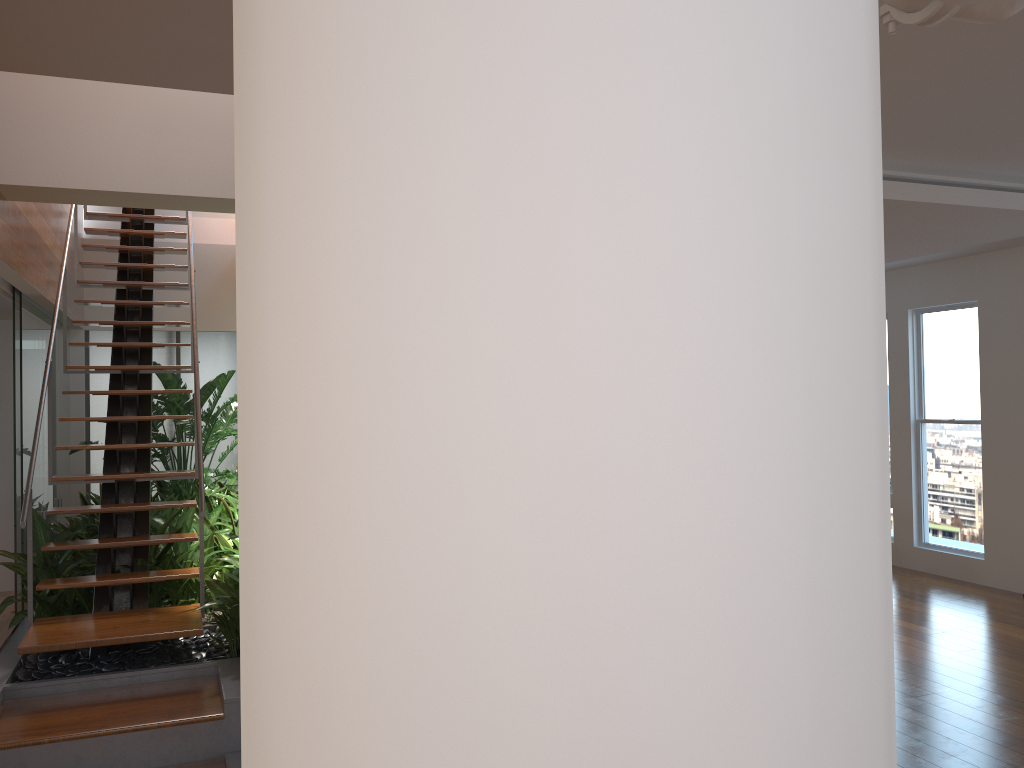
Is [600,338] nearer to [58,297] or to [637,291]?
[637,291]

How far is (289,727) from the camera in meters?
0.4 m

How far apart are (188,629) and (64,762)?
0.8m

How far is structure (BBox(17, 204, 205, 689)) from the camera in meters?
4.1

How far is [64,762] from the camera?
3.4m

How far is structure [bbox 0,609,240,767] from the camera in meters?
3.4

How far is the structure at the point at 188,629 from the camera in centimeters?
Answer: 414cm

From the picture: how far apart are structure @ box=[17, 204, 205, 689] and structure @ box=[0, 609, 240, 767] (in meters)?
0.14

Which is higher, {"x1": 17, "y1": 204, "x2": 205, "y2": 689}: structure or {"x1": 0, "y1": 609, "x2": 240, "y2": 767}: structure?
{"x1": 17, "y1": 204, "x2": 205, "y2": 689}: structure

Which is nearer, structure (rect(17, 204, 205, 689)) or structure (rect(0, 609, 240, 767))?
structure (rect(0, 609, 240, 767))
